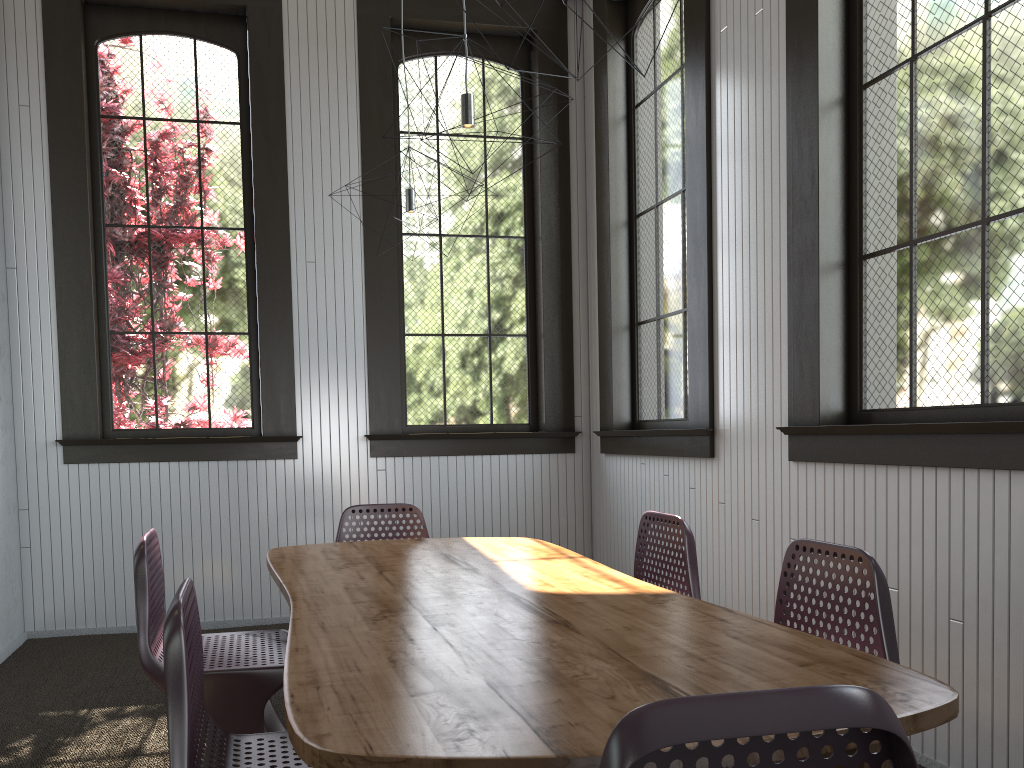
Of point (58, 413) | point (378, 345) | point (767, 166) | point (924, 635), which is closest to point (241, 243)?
point (378, 345)

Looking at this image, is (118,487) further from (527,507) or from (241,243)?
(527,507)
